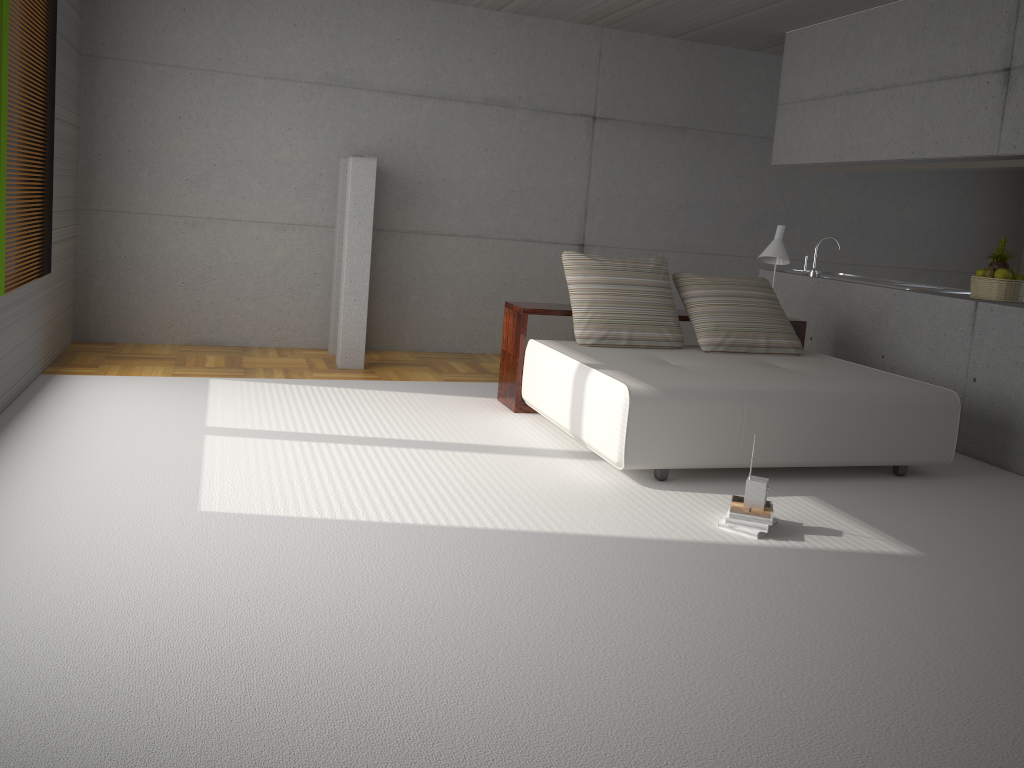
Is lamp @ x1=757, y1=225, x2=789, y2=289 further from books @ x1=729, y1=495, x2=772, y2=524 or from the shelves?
books @ x1=729, y1=495, x2=772, y2=524

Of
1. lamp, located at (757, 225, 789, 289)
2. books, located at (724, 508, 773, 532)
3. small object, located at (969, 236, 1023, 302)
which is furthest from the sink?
books, located at (724, 508, 773, 532)

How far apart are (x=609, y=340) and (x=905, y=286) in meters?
2.5 m

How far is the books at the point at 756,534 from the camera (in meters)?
3.96

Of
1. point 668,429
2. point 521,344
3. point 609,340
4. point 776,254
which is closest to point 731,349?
point 609,340

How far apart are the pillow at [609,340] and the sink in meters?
1.9

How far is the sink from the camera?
6.6 meters

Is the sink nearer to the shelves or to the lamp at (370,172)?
the shelves

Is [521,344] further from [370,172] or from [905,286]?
[905,286]

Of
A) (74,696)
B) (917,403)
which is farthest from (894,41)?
(74,696)
